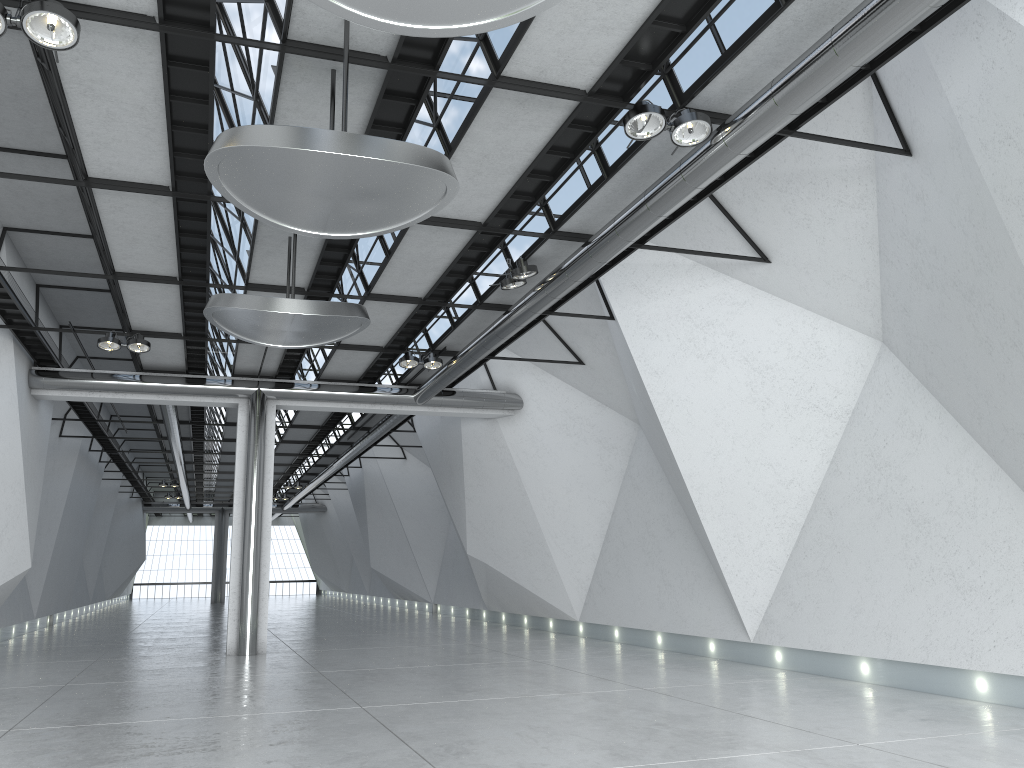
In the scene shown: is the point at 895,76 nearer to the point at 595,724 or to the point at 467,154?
the point at 467,154

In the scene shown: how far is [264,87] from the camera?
41.8 meters

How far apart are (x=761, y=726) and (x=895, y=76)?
35.5 meters
